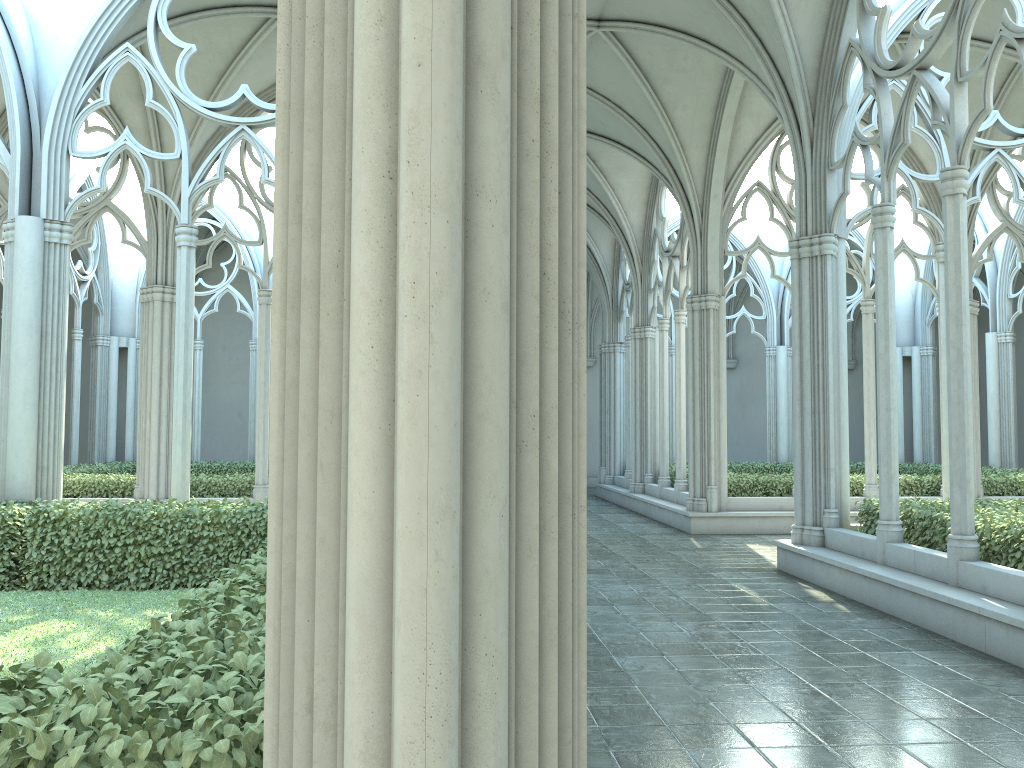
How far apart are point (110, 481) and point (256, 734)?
14.0m

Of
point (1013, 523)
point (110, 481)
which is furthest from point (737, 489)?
point (110, 481)

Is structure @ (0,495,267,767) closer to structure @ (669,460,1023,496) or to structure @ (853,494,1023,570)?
structure @ (853,494,1023,570)

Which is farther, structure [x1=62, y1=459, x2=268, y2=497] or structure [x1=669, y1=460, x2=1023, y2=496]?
structure [x1=669, y1=460, x2=1023, y2=496]

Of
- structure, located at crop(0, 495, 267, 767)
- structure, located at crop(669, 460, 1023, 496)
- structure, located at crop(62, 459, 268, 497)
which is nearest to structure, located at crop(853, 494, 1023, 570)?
structure, located at crop(669, 460, 1023, 496)

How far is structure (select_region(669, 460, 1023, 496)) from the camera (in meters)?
15.75

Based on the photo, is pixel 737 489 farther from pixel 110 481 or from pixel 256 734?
pixel 256 734

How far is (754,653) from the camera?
6.8m

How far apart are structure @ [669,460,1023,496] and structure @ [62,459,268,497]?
8.31m

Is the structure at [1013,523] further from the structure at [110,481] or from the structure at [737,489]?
the structure at [110,481]
